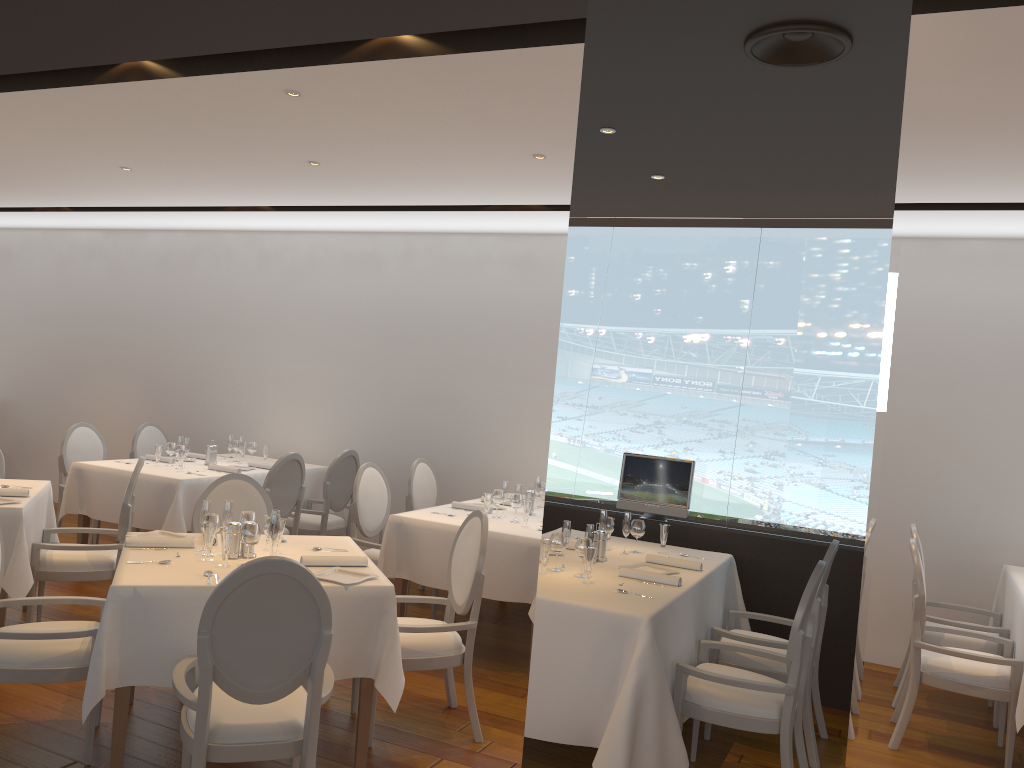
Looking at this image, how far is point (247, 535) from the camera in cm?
389

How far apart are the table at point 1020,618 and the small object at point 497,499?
3.1 meters

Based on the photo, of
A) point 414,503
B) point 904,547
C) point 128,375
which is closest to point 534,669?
point 414,503

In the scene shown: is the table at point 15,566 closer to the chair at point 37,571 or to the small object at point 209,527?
the chair at point 37,571

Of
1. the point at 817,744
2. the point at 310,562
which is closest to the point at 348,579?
the point at 310,562

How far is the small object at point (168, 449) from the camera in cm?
710

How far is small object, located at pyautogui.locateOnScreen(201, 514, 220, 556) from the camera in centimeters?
403cm

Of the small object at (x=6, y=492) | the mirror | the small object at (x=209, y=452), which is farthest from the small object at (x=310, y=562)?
the small object at (x=209, y=452)

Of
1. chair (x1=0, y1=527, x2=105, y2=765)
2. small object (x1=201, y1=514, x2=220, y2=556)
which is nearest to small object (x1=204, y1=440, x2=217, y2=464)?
chair (x1=0, y1=527, x2=105, y2=765)

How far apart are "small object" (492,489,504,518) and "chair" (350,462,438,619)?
0.9m
